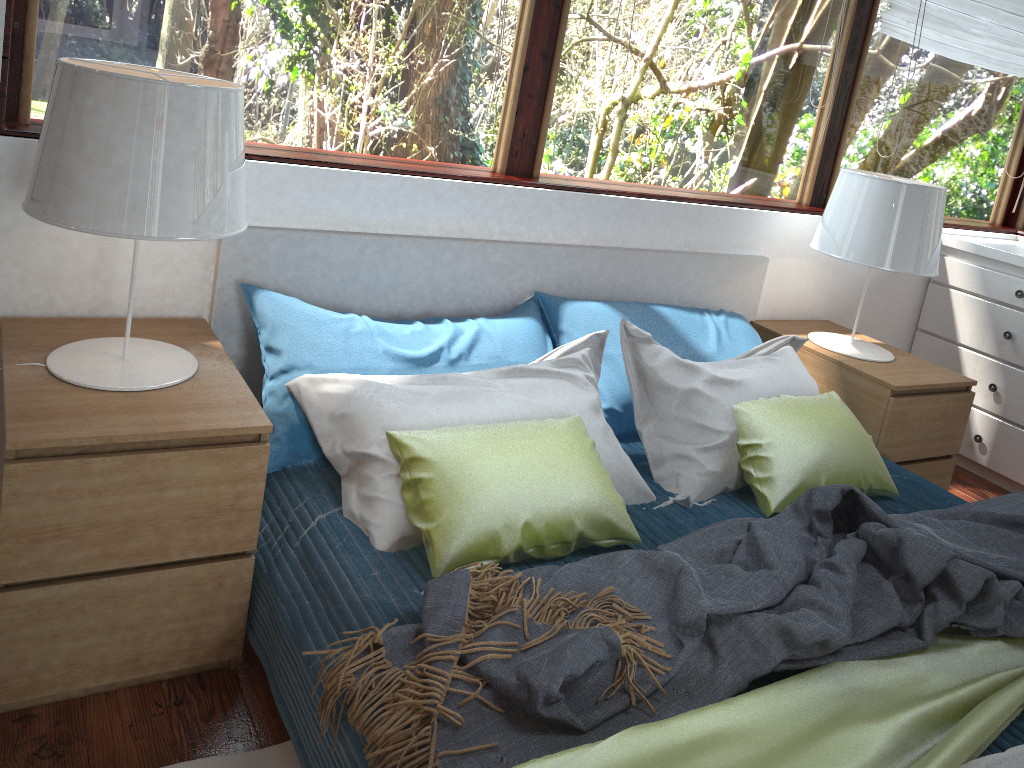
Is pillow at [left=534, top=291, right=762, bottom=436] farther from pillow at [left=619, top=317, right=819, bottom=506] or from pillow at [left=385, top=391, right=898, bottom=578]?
pillow at [left=385, top=391, right=898, bottom=578]

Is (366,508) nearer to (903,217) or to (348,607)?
(348,607)

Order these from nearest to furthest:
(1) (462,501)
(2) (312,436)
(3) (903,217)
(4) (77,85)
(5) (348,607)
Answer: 1. (4) (77,85)
2. (5) (348,607)
3. (1) (462,501)
4. (2) (312,436)
5. (3) (903,217)

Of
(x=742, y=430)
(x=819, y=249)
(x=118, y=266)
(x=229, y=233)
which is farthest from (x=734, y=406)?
(x=118, y=266)

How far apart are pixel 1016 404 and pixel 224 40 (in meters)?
3.03

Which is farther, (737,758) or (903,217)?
(903,217)

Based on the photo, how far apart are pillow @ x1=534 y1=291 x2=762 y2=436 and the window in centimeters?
39cm

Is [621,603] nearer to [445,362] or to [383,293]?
[445,362]

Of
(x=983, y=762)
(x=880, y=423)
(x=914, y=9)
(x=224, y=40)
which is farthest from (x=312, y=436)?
(x=914, y=9)

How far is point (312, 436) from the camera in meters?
2.0
